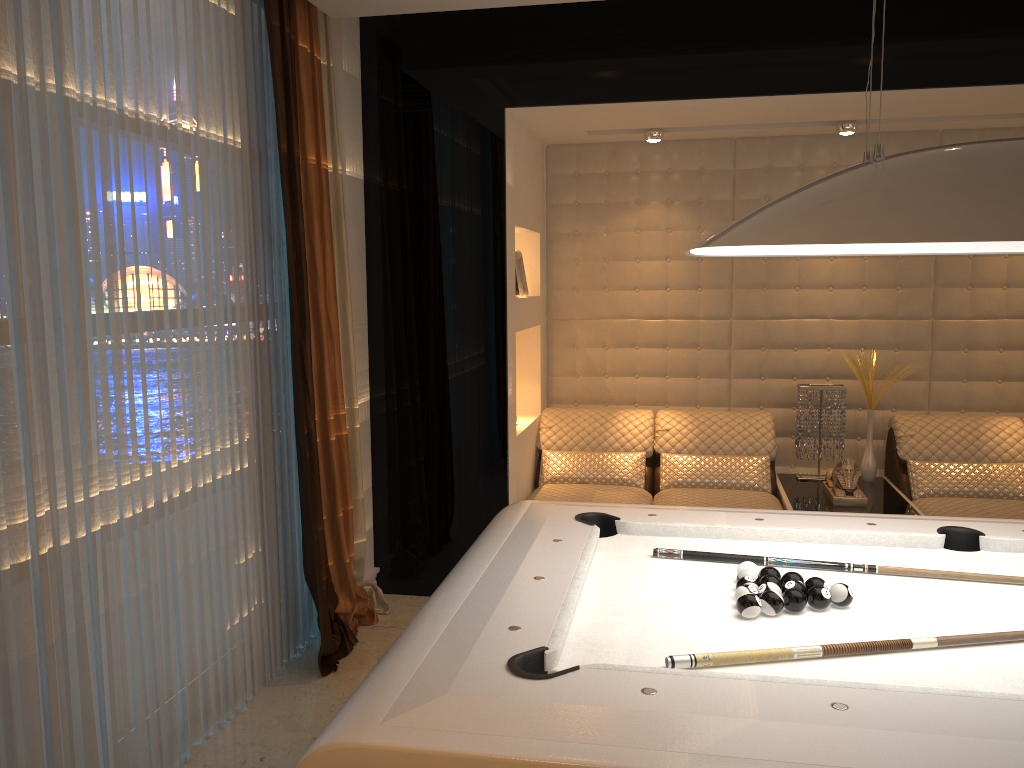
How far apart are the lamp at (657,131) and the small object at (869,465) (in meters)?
1.69

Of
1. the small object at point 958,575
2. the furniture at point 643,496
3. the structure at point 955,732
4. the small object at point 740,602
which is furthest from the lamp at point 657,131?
the small object at point 740,602

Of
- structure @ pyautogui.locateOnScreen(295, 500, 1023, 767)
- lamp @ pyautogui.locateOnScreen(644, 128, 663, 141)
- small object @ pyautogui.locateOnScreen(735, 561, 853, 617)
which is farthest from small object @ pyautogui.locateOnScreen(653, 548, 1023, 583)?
lamp @ pyautogui.locateOnScreen(644, 128, 663, 141)

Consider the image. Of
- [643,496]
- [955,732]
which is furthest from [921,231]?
[643,496]

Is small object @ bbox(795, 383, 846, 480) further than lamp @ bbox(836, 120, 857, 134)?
Yes

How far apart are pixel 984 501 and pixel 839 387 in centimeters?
88cm

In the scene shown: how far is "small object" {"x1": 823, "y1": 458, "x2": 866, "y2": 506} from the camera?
4.26m

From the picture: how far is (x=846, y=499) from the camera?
4.3m

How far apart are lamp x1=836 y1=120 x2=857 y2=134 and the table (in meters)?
1.83

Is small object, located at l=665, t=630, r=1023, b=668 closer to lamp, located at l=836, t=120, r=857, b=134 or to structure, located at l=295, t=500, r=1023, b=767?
structure, located at l=295, t=500, r=1023, b=767
